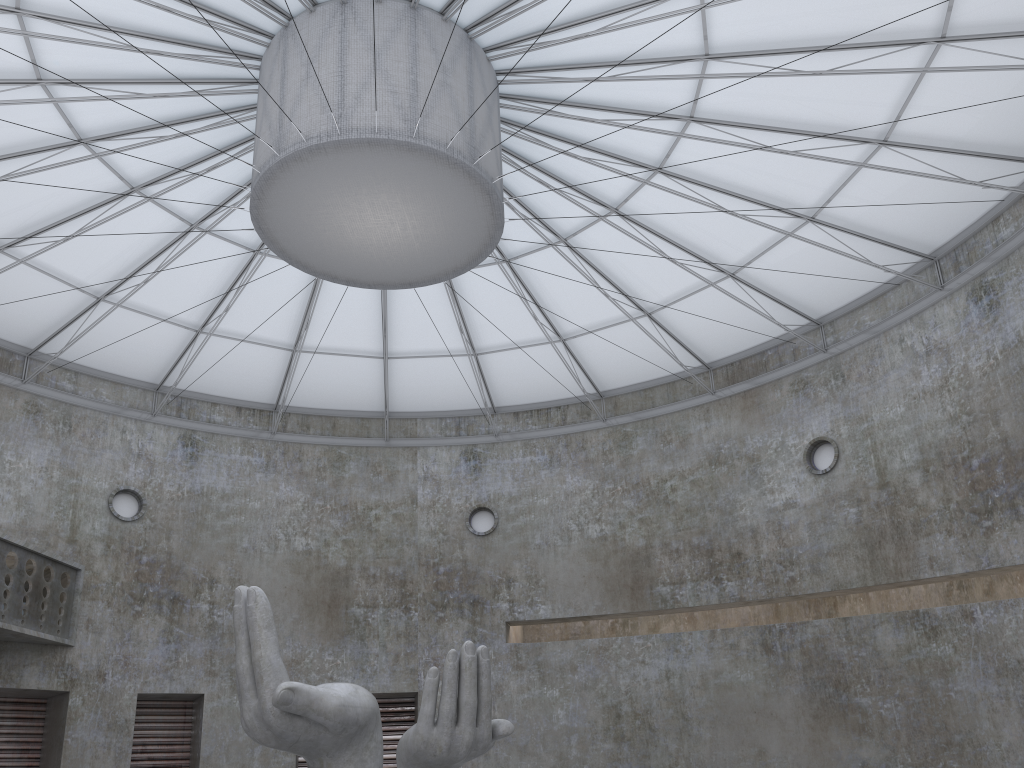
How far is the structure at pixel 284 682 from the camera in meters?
18.0

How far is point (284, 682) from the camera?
18.0m

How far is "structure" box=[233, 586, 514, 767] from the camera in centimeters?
1799cm
